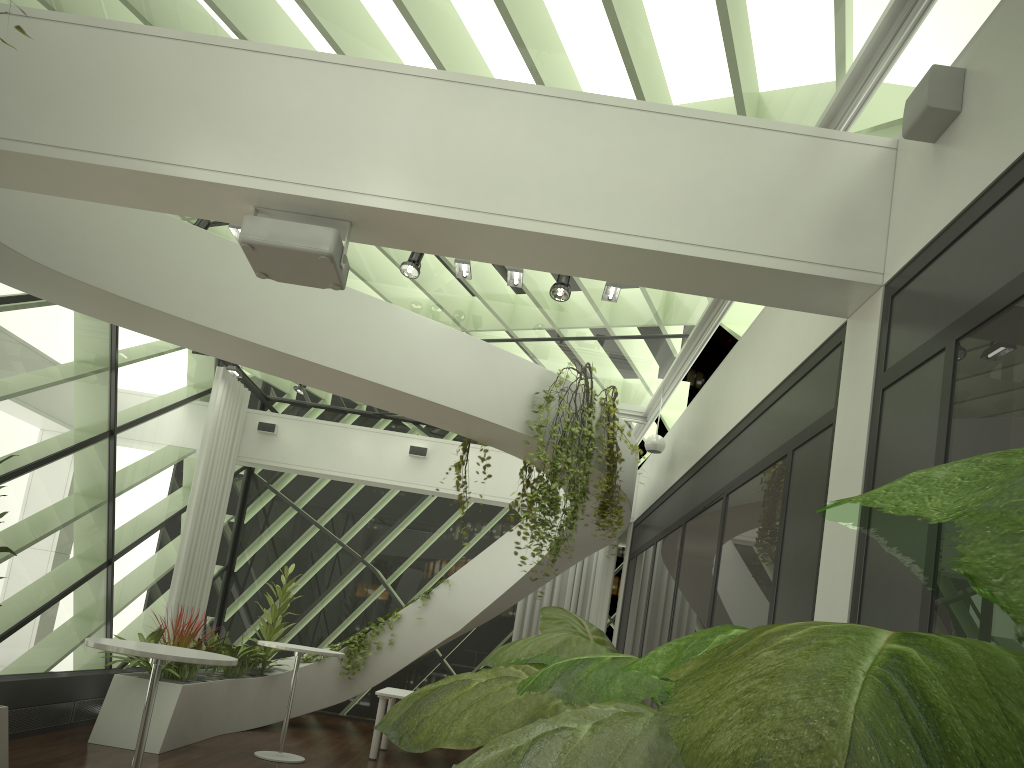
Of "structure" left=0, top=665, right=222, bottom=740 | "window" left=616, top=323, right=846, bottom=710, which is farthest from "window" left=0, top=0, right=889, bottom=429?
"structure" left=0, top=665, right=222, bottom=740

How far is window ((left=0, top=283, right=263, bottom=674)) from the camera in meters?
7.4

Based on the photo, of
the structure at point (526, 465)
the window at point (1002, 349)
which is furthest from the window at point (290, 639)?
the window at point (1002, 349)

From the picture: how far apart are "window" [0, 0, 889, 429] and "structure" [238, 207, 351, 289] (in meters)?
1.44

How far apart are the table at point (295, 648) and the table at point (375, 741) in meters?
1.0 m

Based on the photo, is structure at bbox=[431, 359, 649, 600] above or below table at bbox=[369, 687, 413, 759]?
above

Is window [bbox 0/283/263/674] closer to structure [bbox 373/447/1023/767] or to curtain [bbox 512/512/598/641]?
curtain [bbox 512/512/598/641]

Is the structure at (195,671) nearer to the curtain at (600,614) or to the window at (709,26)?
the curtain at (600,614)

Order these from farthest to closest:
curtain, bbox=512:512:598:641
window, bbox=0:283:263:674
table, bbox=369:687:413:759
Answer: curtain, bbox=512:512:598:641, table, bbox=369:687:413:759, window, bbox=0:283:263:674

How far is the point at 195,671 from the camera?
8.3 meters
